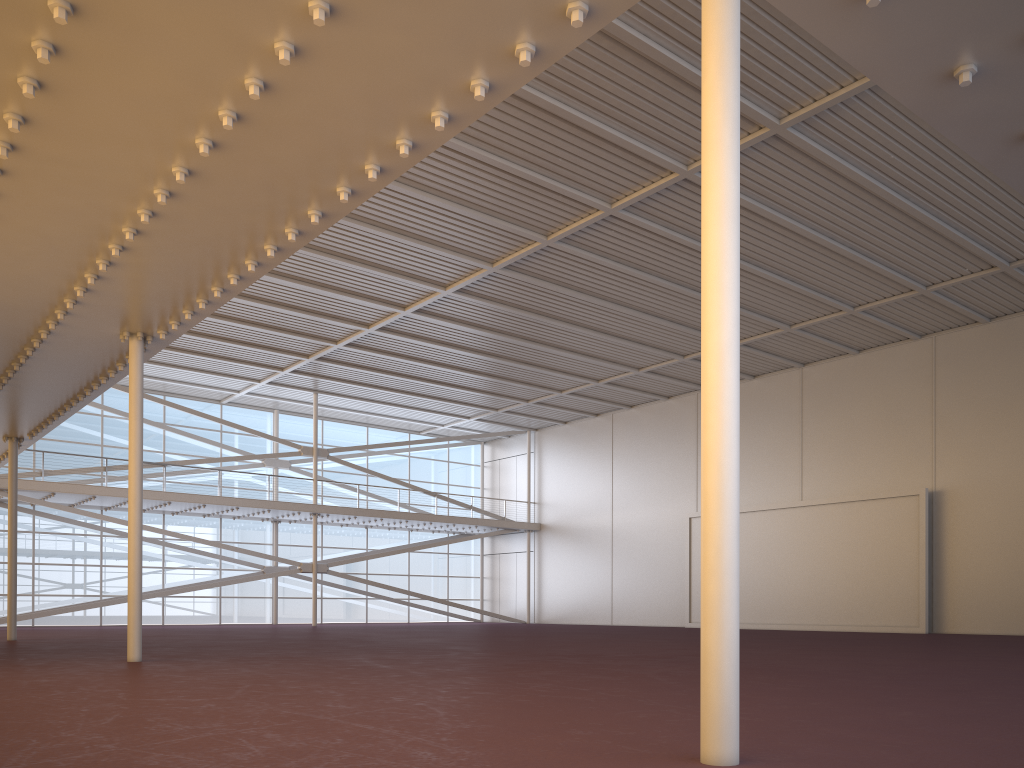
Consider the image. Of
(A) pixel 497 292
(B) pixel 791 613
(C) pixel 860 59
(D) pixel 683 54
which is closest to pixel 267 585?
(A) pixel 497 292
